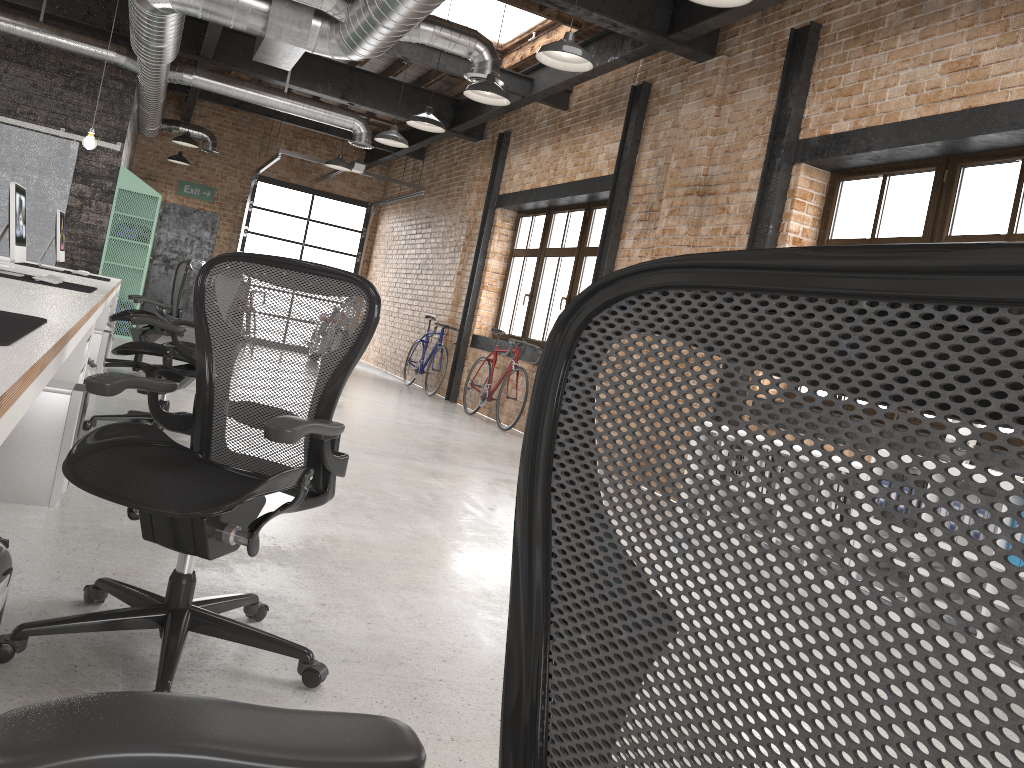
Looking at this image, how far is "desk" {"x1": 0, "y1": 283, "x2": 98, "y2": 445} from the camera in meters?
1.4

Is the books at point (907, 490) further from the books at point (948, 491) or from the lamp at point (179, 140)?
the lamp at point (179, 140)

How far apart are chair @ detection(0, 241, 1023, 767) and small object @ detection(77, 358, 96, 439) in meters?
4.0 m

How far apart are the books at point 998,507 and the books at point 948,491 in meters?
0.3

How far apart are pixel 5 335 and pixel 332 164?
9.9 meters

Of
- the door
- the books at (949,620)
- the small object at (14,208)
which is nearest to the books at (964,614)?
the books at (949,620)

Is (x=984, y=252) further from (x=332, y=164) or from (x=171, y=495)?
(x=332, y=164)

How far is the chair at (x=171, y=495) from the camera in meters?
2.1

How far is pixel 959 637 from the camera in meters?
4.0

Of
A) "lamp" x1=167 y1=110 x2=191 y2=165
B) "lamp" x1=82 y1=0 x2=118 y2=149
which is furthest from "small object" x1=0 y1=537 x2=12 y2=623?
"lamp" x1=167 y1=110 x2=191 y2=165
